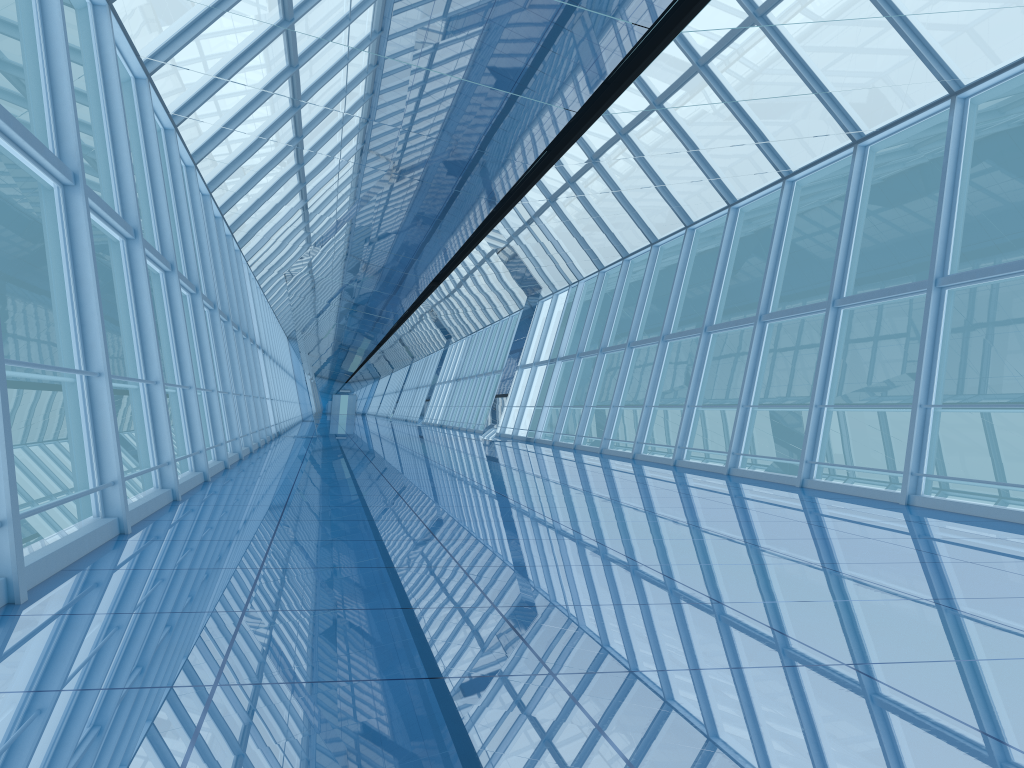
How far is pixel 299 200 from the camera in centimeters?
1438cm

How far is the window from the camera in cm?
759

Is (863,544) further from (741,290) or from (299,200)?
(741,290)

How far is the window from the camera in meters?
7.6
